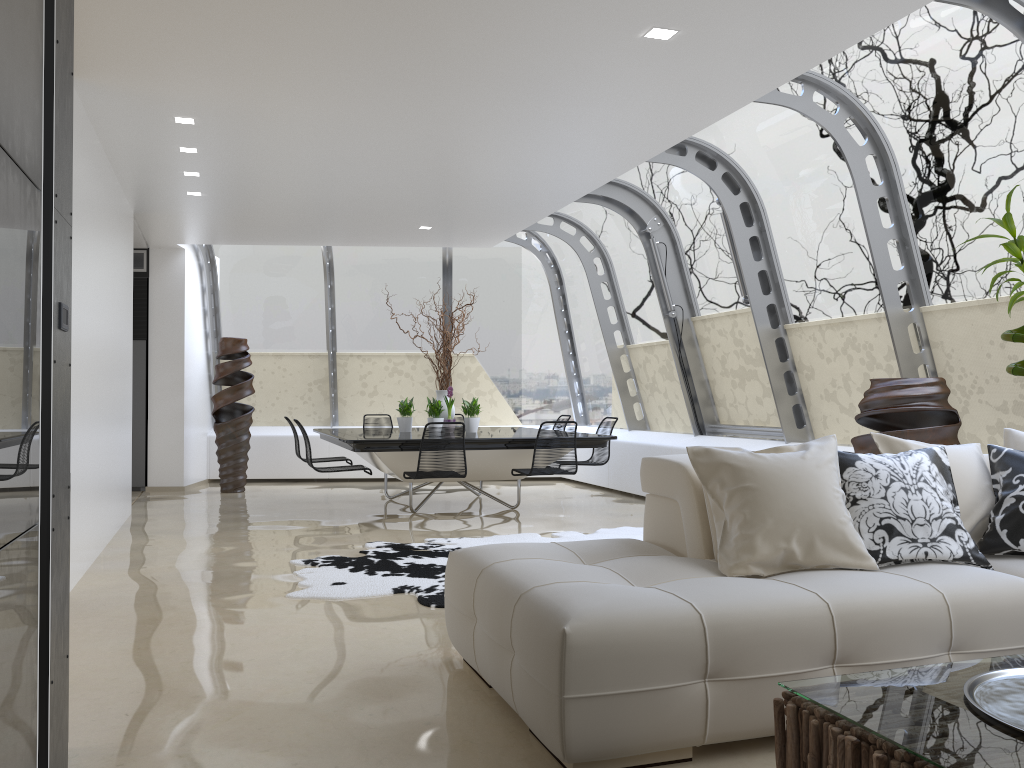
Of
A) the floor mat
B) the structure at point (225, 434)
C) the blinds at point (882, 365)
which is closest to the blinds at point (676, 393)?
the blinds at point (882, 365)

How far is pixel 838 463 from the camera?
3.5m

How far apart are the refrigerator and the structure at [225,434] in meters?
0.9 m

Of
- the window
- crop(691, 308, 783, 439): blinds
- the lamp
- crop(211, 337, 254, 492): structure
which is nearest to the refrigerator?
crop(211, 337, 254, 492): structure

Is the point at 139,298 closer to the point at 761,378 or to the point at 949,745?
the point at 761,378

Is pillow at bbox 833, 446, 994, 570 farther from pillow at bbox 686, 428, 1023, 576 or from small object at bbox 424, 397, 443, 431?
small object at bbox 424, 397, 443, 431

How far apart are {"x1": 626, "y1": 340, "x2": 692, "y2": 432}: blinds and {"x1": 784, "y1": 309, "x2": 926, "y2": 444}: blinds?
2.1 meters

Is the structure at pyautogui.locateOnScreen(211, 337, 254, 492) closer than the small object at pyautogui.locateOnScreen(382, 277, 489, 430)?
No

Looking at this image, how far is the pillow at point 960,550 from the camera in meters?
3.3

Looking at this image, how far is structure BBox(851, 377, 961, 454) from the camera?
5.05m
